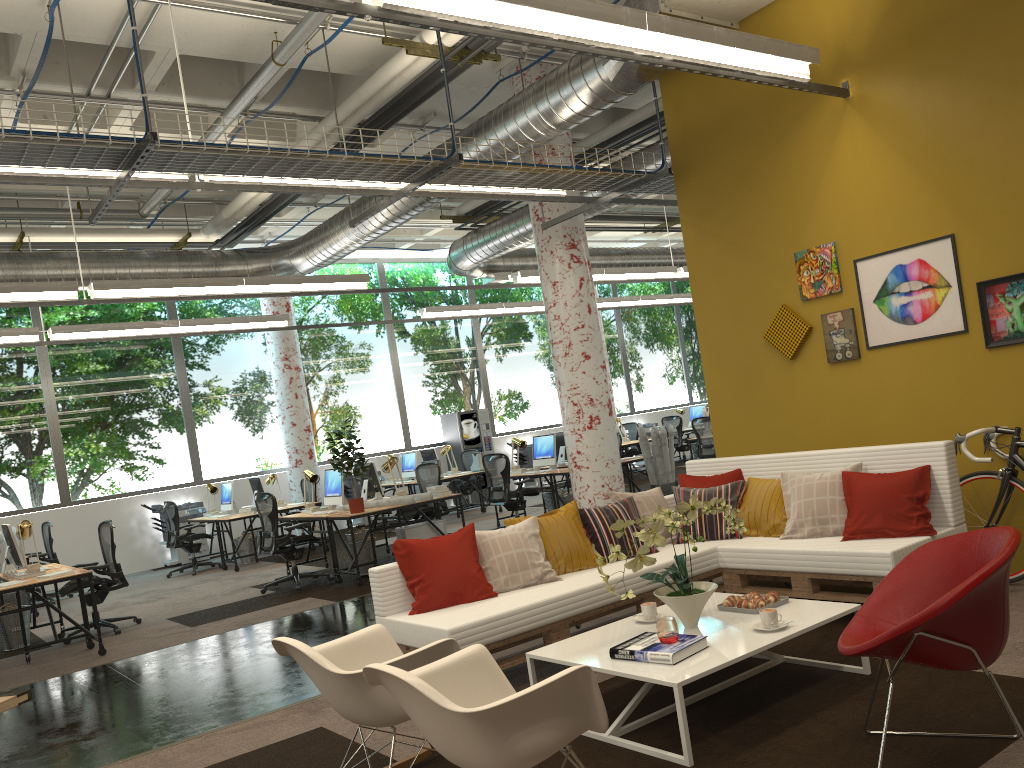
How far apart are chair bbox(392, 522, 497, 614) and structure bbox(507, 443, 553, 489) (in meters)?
12.91

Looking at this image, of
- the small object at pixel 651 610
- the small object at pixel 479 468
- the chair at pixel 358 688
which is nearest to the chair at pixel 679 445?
the small object at pixel 479 468

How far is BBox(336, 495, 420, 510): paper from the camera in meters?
9.3

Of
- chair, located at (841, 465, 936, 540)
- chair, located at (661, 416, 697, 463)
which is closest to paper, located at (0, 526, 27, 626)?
chair, located at (841, 465, 936, 540)

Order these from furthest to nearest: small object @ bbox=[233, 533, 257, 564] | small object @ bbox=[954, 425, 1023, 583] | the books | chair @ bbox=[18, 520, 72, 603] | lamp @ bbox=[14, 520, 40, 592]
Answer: small object @ bbox=[233, 533, 257, 564] < chair @ bbox=[18, 520, 72, 603] < lamp @ bbox=[14, 520, 40, 592] < small object @ bbox=[954, 425, 1023, 583] < the books

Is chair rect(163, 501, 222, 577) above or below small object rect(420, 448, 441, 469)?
below

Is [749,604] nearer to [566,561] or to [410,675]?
[566,561]

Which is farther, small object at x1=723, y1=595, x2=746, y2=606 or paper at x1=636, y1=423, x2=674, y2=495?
paper at x1=636, y1=423, x2=674, y2=495

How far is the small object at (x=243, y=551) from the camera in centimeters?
1267cm

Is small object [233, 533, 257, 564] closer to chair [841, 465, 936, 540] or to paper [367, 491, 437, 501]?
paper [367, 491, 437, 501]
